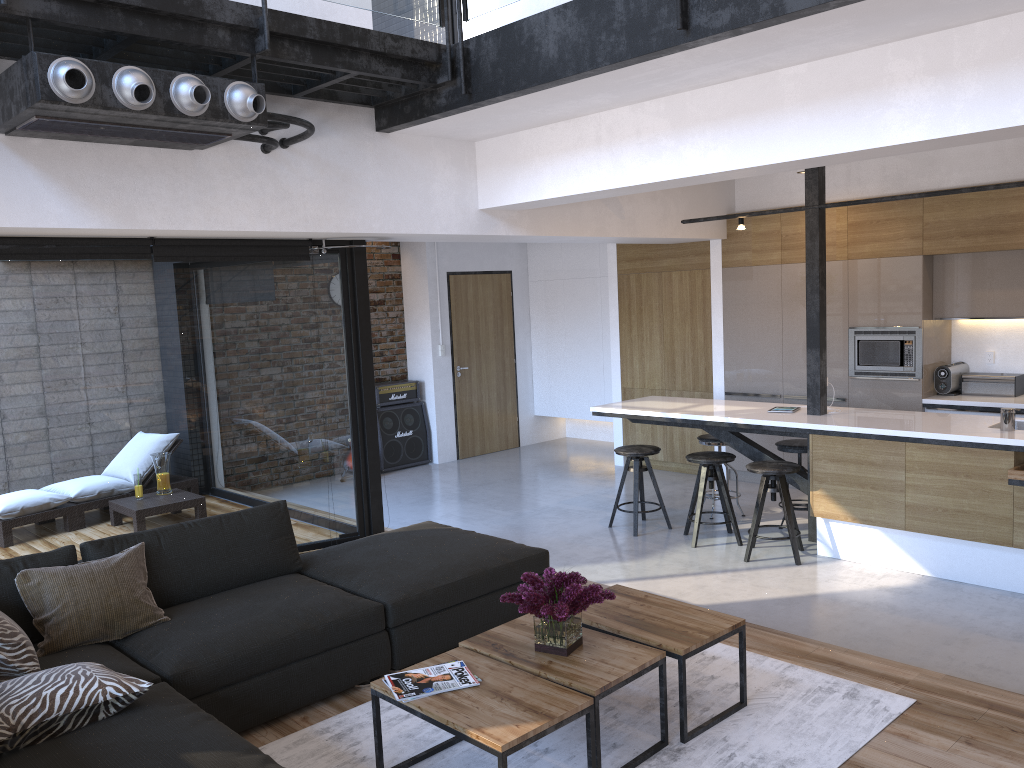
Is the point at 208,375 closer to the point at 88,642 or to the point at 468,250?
the point at 88,642

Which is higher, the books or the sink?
the sink

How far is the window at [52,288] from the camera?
5.2m

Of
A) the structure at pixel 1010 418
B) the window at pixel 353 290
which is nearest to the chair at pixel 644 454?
the window at pixel 353 290

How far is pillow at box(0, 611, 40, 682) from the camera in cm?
299

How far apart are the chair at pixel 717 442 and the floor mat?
3.1m

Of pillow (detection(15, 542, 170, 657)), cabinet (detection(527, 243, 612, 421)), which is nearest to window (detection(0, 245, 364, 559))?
pillow (detection(15, 542, 170, 657))

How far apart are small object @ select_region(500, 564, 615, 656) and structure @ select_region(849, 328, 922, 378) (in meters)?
4.77

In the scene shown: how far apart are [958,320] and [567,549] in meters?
3.8

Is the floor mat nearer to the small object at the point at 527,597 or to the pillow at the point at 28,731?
the small object at the point at 527,597
